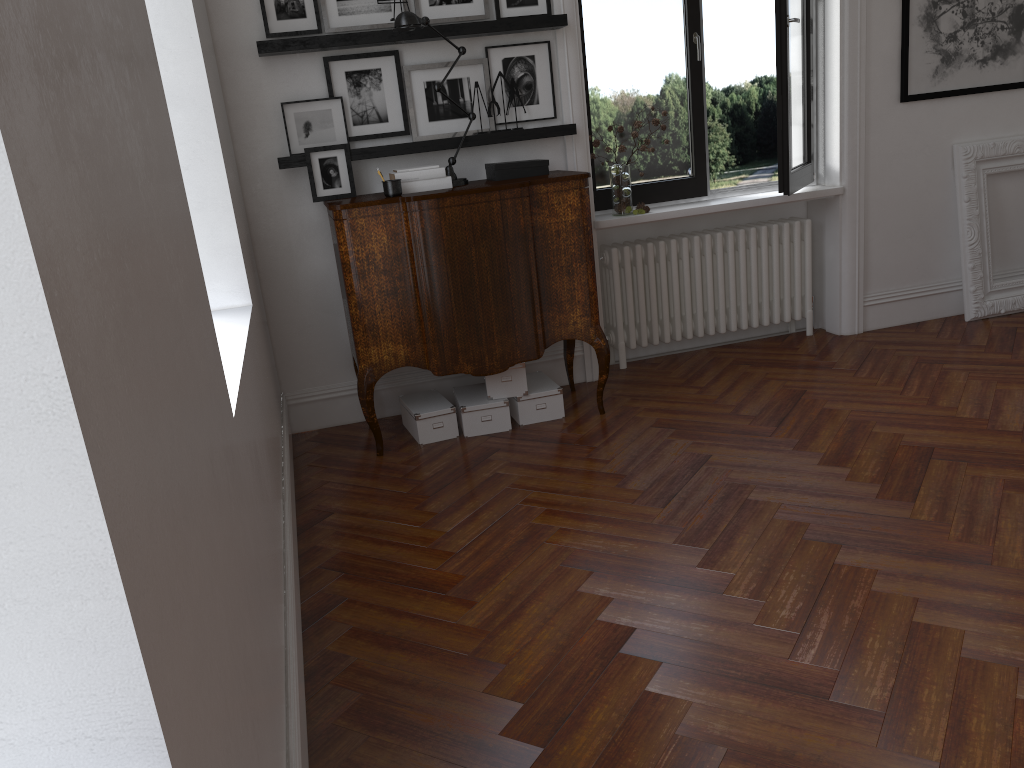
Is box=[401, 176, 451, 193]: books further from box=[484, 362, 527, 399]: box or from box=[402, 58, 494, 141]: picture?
box=[484, 362, 527, 399]: box

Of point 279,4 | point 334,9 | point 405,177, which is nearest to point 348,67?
point 334,9

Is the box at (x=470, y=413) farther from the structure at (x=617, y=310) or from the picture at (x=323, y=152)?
the picture at (x=323, y=152)

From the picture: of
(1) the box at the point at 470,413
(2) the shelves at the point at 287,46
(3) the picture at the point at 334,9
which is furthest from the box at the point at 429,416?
(3) the picture at the point at 334,9

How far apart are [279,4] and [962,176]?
4.0 meters

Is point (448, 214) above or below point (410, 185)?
below

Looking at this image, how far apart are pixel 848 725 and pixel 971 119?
4.48m

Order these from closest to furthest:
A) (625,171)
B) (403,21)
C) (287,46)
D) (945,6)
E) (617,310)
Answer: (403,21) < (287,46) < (625,171) < (945,6) < (617,310)

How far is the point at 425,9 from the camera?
4.4 meters

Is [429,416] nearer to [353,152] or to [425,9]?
[353,152]
